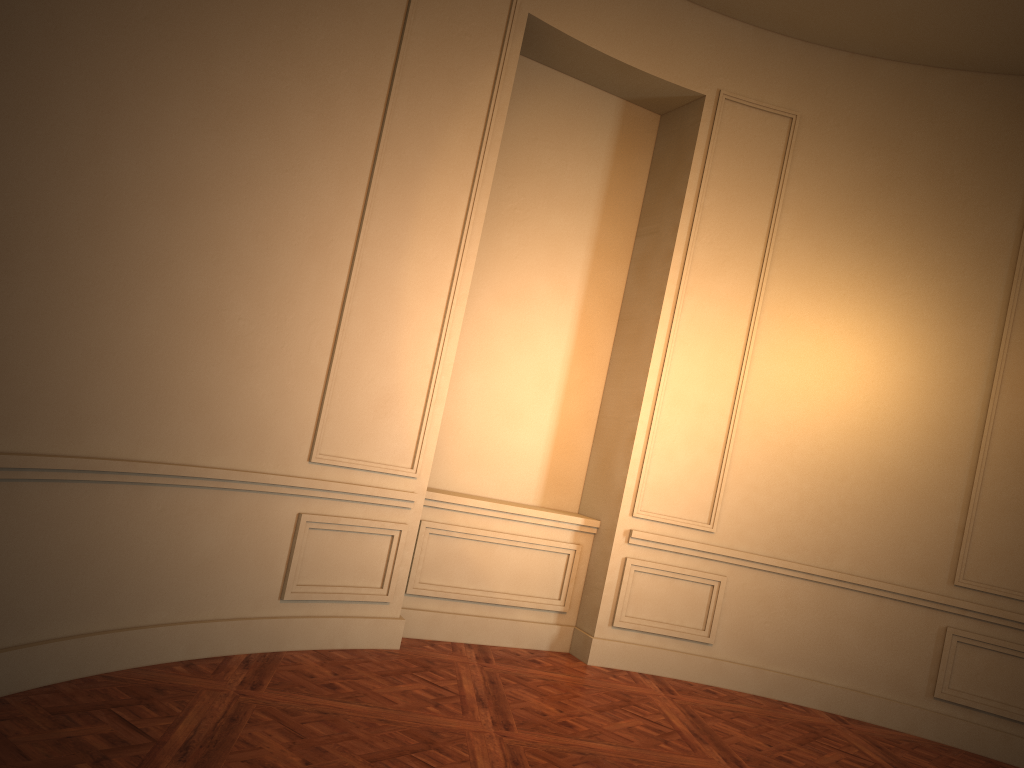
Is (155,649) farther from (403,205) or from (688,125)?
(688,125)

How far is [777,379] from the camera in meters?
5.8
